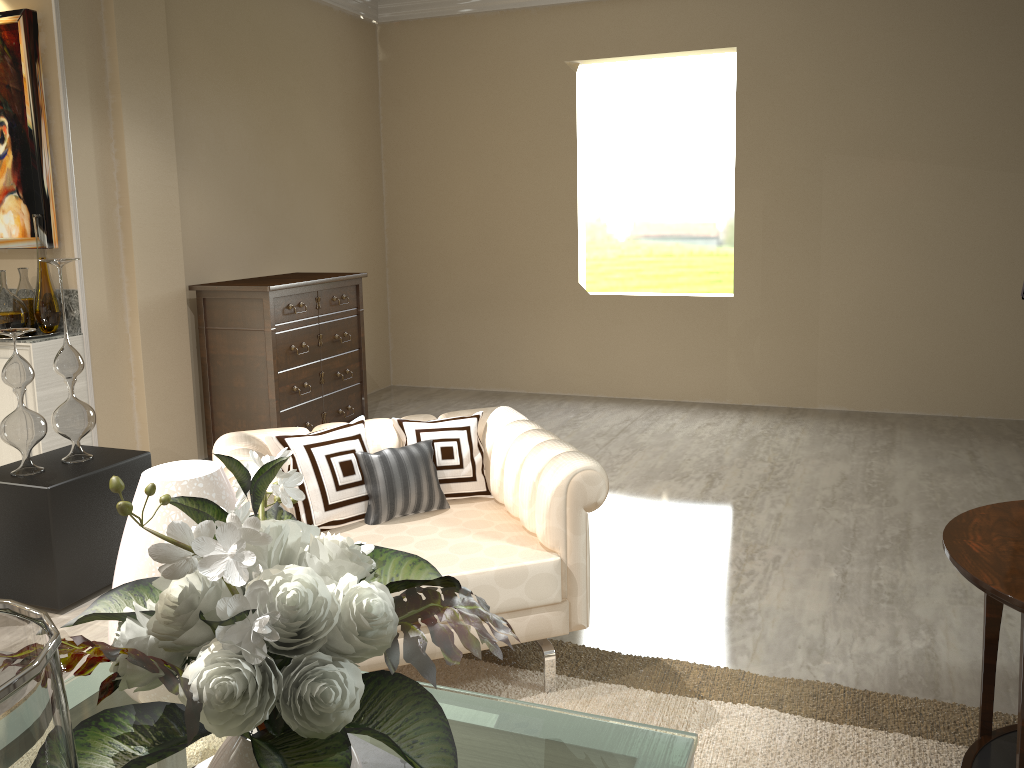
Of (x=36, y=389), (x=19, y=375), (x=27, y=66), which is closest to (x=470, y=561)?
(x=19, y=375)

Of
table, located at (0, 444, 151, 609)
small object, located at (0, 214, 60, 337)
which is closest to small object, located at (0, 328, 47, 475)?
table, located at (0, 444, 151, 609)

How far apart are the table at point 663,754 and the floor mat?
0.1 meters

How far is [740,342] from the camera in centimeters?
492cm

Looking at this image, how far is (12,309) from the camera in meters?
3.2 m

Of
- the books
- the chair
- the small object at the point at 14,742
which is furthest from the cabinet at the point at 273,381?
the small object at the point at 14,742

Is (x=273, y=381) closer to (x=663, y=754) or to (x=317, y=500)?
(x=317, y=500)

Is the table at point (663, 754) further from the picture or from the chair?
the picture

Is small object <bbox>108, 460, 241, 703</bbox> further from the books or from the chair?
the chair

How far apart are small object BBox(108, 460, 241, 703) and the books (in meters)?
0.18
